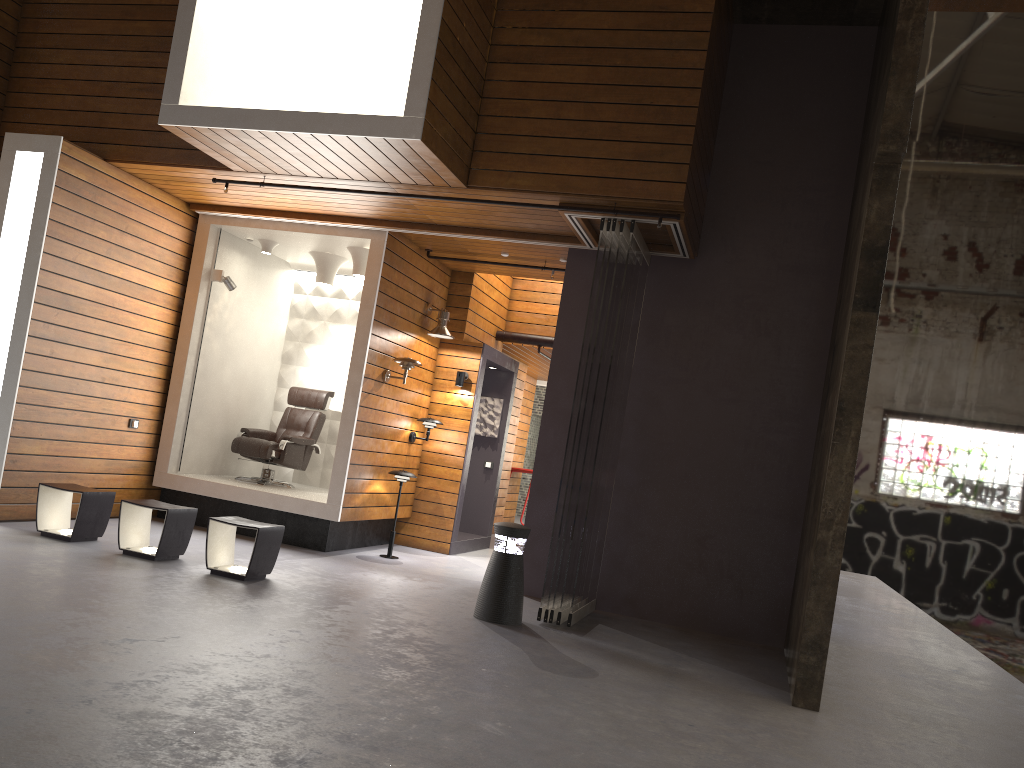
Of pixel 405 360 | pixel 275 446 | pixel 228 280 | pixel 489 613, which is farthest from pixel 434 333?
pixel 489 613

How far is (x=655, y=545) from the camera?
7.3m

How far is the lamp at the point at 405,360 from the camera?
8.3 meters

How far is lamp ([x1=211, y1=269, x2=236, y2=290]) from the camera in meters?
8.7 m

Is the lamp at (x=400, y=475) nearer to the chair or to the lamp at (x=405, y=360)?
the lamp at (x=405, y=360)

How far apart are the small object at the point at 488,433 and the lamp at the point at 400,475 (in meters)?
2.38

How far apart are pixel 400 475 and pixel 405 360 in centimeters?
110cm

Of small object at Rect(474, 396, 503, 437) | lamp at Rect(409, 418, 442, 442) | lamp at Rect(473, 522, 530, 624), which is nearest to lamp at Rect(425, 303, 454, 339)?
lamp at Rect(409, 418, 442, 442)

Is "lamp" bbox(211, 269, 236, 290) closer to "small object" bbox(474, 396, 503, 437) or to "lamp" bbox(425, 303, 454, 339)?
"lamp" bbox(425, 303, 454, 339)

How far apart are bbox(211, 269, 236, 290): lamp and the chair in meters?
1.4
